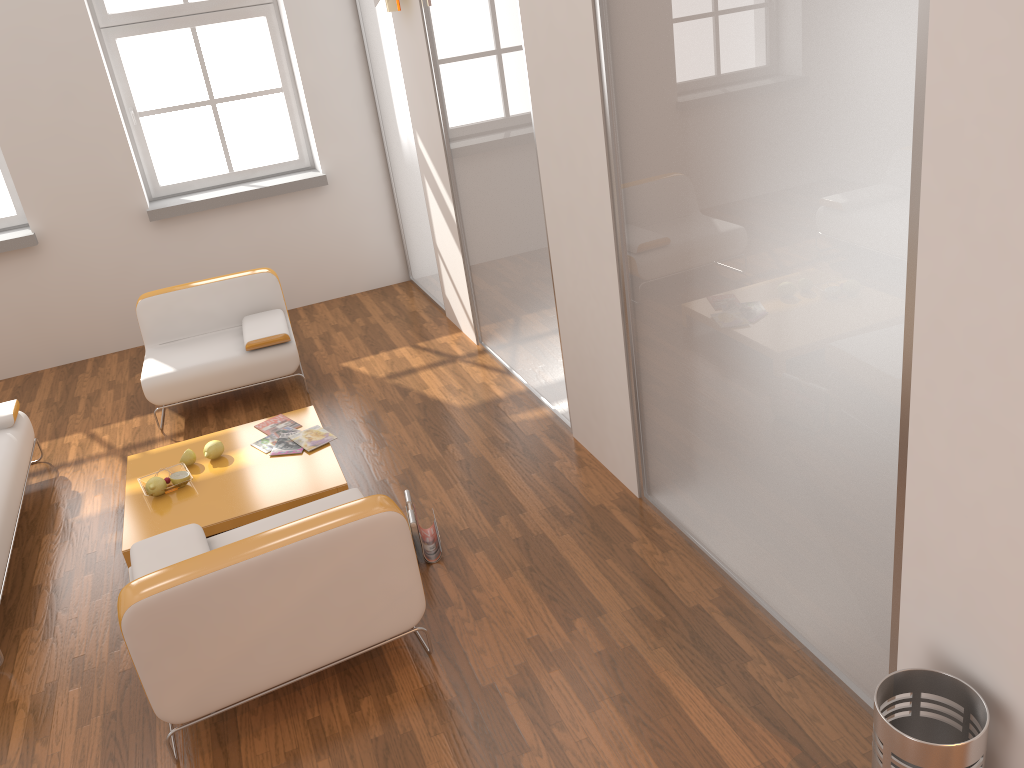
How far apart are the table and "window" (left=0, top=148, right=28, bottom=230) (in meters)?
2.97

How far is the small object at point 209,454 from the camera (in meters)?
4.47

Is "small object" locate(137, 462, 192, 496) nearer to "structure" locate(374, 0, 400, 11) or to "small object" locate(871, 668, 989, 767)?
"structure" locate(374, 0, 400, 11)

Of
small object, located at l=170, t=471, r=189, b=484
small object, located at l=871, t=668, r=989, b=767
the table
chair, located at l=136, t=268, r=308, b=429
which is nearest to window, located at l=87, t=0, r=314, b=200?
chair, located at l=136, t=268, r=308, b=429

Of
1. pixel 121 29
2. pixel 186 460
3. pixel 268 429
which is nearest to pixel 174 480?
pixel 186 460

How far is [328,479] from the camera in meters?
4.2

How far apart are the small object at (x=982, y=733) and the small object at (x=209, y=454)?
3.34m

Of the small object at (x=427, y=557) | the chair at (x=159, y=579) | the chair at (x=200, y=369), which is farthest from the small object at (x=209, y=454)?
the small object at (x=427, y=557)

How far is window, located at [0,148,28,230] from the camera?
6.5m

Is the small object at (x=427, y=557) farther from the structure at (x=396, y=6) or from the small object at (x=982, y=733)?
the structure at (x=396, y=6)
